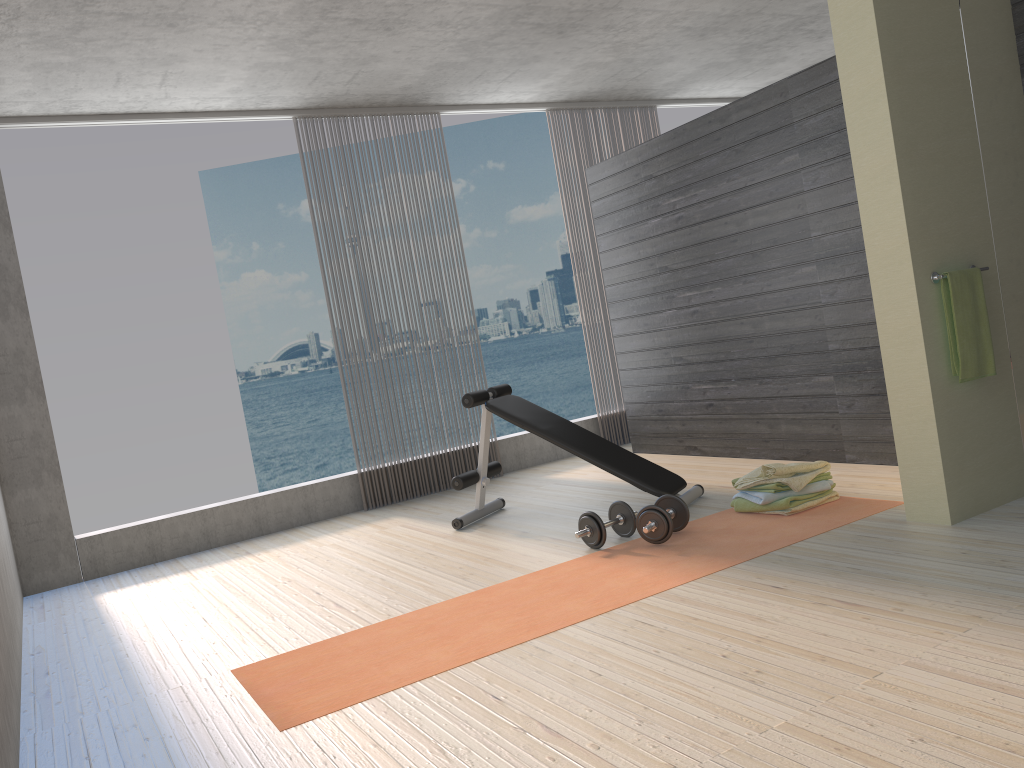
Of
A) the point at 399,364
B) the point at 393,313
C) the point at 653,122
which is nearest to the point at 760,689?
the point at 399,364

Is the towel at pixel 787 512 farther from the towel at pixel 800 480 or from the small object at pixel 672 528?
the small object at pixel 672 528

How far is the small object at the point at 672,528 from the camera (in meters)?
3.83

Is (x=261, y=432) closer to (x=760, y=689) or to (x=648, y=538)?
(x=648, y=538)

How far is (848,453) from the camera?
4.90m

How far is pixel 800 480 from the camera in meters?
4.0

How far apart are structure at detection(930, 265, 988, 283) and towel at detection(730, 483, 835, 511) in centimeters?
113cm

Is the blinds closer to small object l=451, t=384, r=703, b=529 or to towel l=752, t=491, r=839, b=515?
small object l=451, t=384, r=703, b=529

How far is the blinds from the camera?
7.1m

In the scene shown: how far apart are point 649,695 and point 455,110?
5.1 meters
